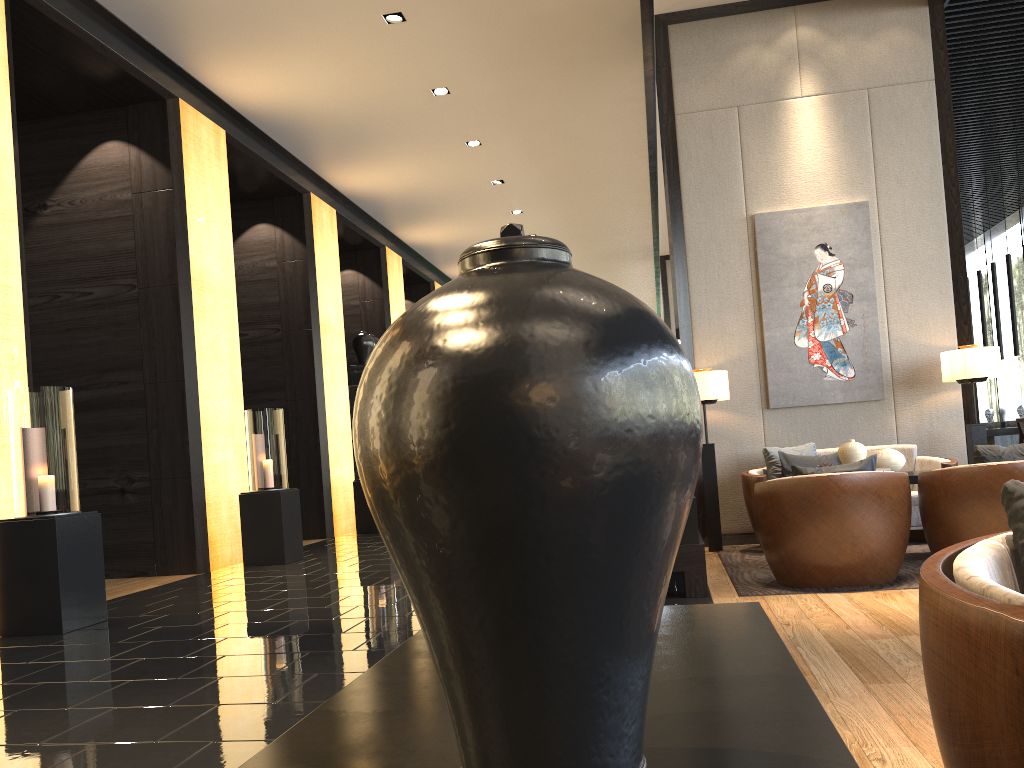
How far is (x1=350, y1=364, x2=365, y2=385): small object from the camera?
12.3 meters

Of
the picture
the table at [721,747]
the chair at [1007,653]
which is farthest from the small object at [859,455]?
the table at [721,747]

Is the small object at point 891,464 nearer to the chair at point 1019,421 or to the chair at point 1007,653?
the chair at point 1007,653

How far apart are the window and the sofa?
9.1 meters

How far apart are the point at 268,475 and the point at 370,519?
2.95m

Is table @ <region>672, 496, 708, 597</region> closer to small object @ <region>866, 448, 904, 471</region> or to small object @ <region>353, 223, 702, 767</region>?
small object @ <region>866, 448, 904, 471</region>

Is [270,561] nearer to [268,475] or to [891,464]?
[268,475]

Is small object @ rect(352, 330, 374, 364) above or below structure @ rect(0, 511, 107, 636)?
above

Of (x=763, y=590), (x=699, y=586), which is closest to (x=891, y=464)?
(x=763, y=590)

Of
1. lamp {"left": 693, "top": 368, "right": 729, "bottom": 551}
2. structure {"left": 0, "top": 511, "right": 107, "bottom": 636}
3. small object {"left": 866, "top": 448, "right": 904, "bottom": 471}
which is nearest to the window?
lamp {"left": 693, "top": 368, "right": 729, "bottom": 551}
